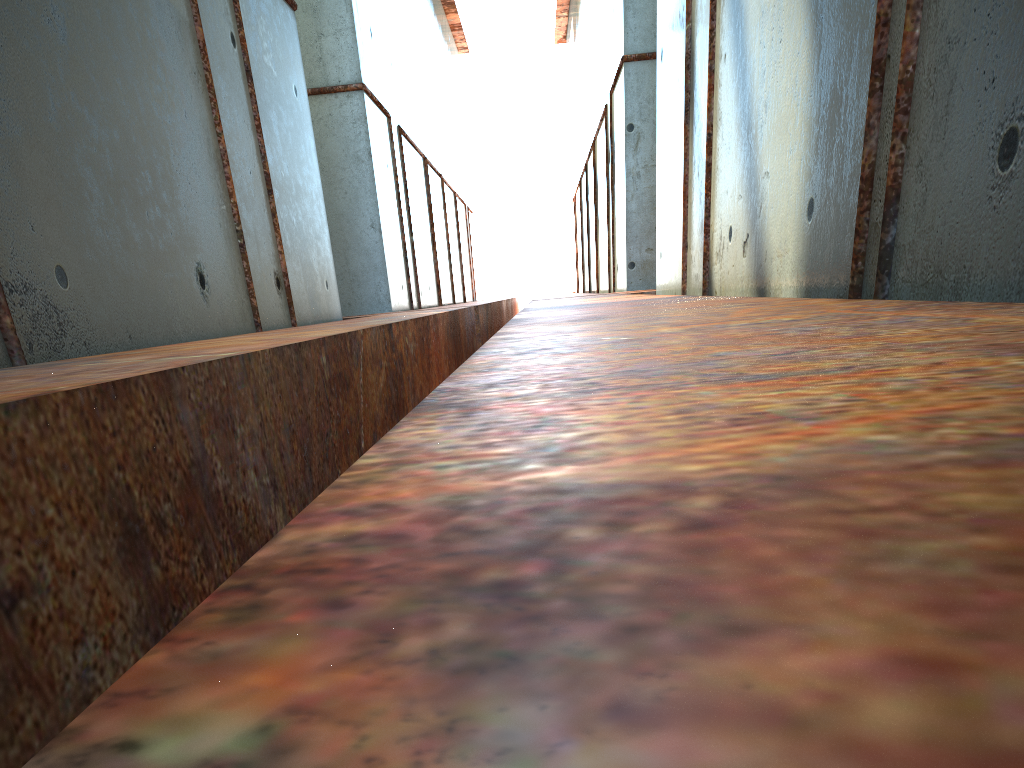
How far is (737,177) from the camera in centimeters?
761cm
